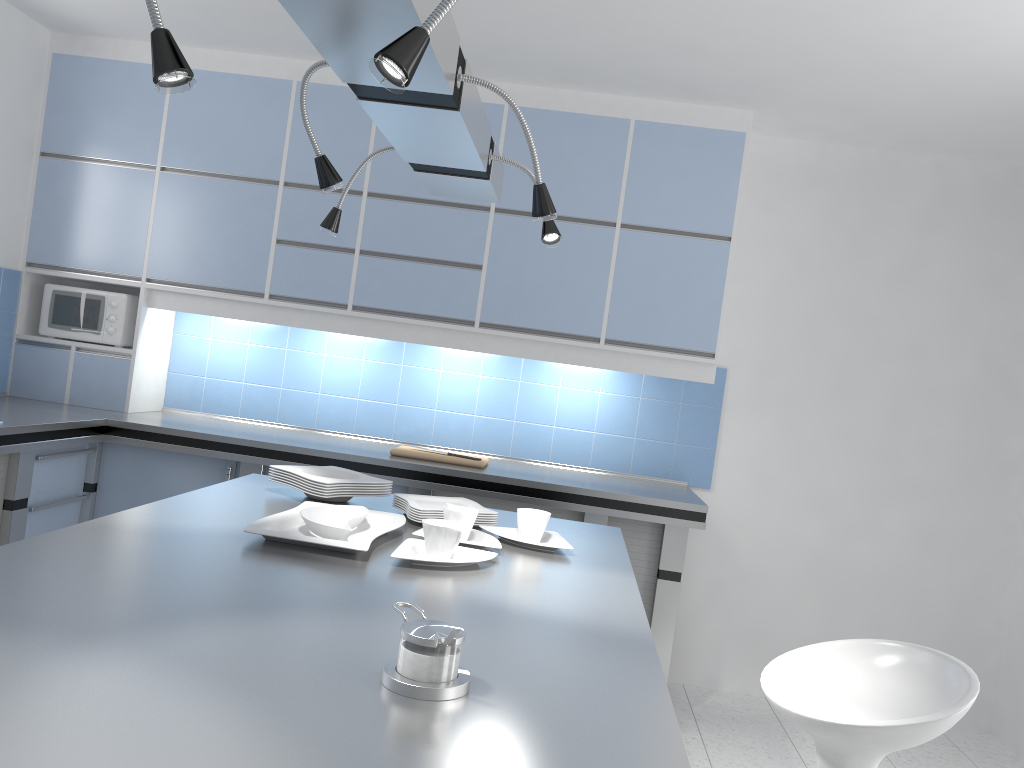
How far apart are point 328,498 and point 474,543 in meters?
0.6

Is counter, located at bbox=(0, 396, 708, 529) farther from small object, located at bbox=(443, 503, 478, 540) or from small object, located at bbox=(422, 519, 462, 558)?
small object, located at bbox=(422, 519, 462, 558)

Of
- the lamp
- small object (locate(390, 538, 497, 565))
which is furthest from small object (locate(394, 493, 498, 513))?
the lamp

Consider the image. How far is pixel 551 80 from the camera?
3.9m

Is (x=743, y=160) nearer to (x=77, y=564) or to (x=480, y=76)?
(x=480, y=76)

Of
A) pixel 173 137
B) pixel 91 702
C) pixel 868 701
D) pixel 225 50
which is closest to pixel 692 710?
pixel 868 701

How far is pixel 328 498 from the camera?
2.5 meters

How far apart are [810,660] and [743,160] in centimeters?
249cm

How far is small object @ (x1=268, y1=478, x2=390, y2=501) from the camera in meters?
2.5

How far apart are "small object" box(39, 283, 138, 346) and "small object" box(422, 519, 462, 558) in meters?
2.8
